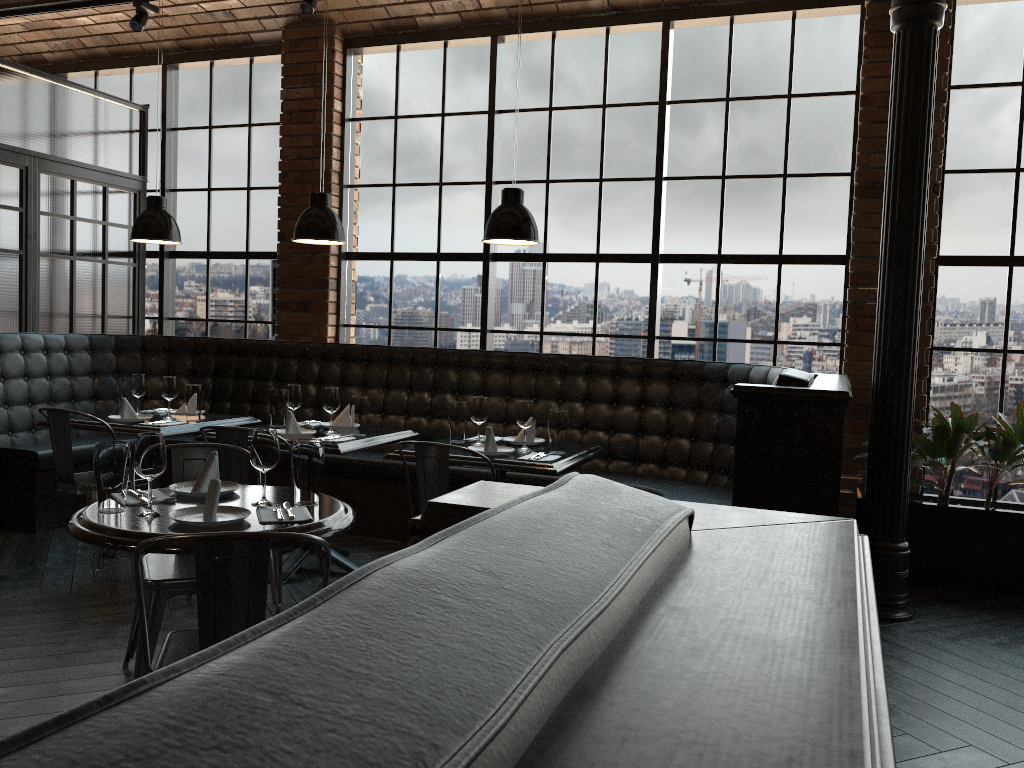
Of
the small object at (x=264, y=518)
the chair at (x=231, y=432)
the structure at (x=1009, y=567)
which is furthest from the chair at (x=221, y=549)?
the structure at (x=1009, y=567)

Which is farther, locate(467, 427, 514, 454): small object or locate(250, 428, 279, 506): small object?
locate(467, 427, 514, 454): small object

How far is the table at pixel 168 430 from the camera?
4.8m

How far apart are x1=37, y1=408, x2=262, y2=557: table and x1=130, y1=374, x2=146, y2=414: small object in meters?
0.2 m

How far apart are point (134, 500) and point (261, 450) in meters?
0.4

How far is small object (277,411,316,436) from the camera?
4.6m

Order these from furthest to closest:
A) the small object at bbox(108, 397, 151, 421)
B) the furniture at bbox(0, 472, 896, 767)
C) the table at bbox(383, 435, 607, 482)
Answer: the small object at bbox(108, 397, 151, 421) < the table at bbox(383, 435, 607, 482) < the furniture at bbox(0, 472, 896, 767)

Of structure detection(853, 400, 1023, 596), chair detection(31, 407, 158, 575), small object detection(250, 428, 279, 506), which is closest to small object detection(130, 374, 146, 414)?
chair detection(31, 407, 158, 575)

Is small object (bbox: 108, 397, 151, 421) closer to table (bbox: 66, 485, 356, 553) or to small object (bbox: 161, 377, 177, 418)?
small object (bbox: 161, 377, 177, 418)

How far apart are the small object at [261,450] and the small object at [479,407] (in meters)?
1.74
